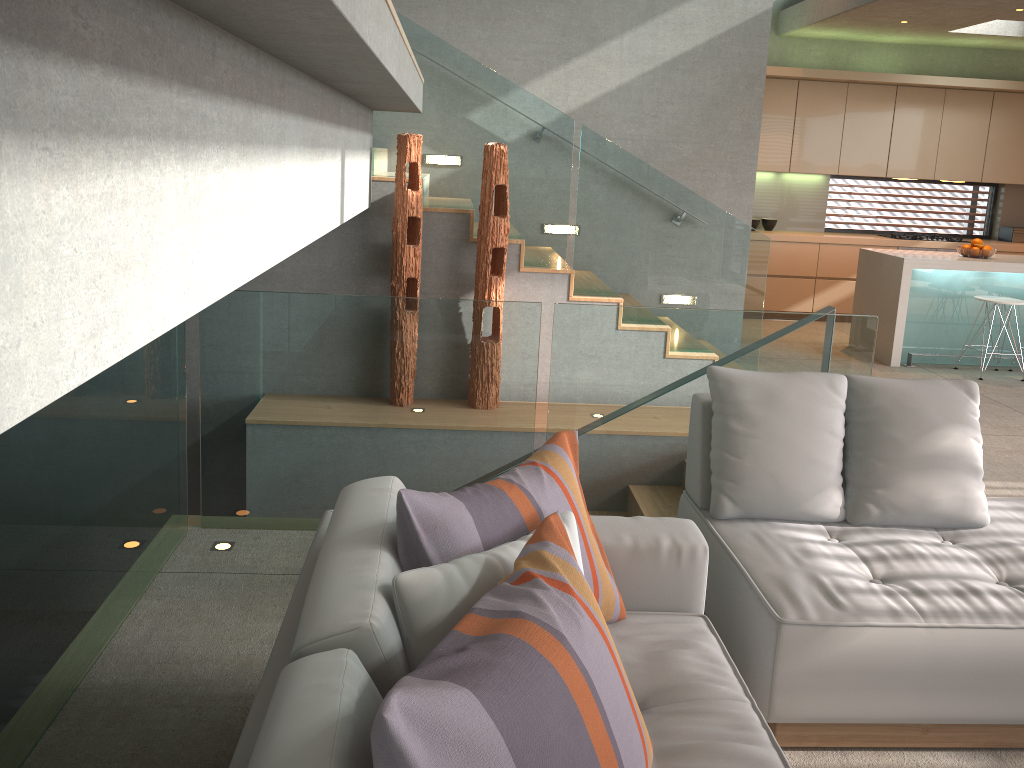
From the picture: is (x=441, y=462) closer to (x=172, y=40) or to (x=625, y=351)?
(x=625, y=351)

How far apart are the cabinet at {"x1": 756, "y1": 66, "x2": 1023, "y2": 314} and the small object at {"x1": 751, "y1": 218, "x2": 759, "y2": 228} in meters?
0.3 m

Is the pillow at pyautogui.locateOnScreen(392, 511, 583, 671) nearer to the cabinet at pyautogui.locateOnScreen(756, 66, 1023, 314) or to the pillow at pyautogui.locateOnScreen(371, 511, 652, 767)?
the pillow at pyautogui.locateOnScreen(371, 511, 652, 767)

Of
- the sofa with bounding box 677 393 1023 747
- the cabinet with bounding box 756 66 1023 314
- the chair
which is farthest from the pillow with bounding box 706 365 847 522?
the cabinet with bounding box 756 66 1023 314

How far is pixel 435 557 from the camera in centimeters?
179cm

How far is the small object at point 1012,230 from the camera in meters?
9.6

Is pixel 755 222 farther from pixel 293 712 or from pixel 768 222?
pixel 293 712

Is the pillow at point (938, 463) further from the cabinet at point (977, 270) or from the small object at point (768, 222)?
the small object at point (768, 222)

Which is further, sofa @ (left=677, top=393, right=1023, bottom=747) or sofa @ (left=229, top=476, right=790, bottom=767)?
sofa @ (left=677, top=393, right=1023, bottom=747)

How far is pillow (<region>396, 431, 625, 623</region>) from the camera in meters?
1.8 m
